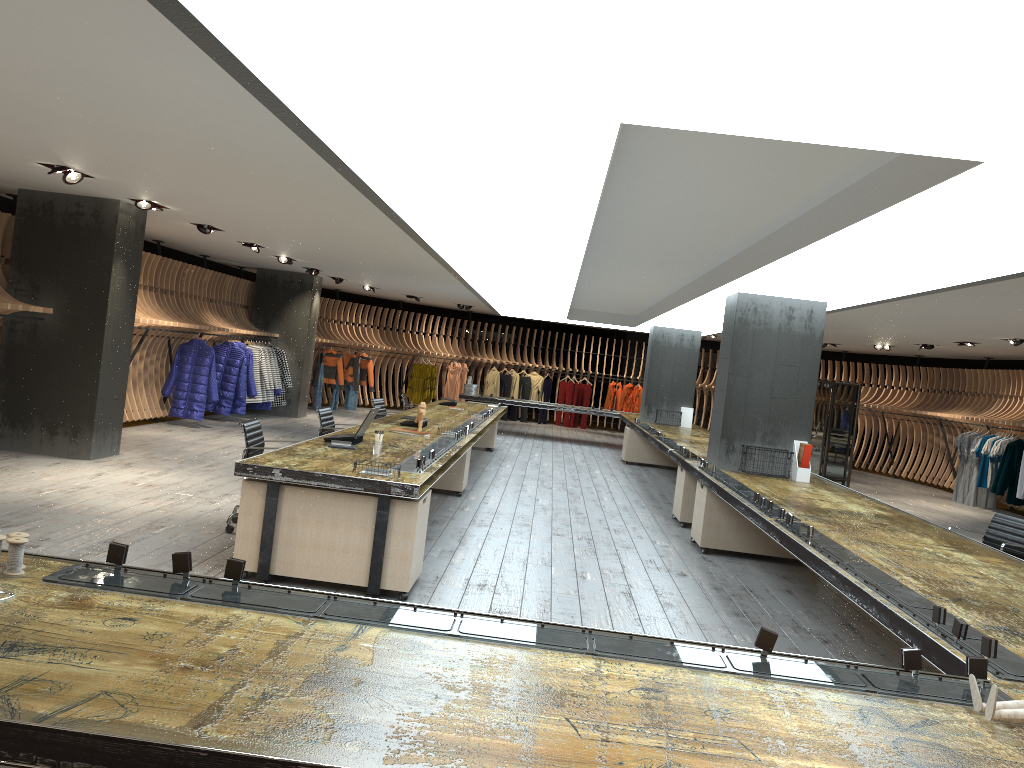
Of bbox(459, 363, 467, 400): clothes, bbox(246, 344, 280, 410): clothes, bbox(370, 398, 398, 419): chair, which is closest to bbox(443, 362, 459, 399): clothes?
bbox(459, 363, 467, 400): clothes

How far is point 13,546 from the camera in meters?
2.7

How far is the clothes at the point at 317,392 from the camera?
19.4 meters

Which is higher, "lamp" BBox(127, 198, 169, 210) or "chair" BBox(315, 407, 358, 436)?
"lamp" BBox(127, 198, 169, 210)

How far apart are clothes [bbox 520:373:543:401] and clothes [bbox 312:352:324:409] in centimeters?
626cm

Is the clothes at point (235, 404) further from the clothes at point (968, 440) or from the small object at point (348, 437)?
the clothes at point (968, 440)

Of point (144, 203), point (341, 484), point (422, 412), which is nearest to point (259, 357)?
point (144, 203)

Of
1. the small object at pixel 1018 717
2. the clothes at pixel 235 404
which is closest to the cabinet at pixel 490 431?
the clothes at pixel 235 404

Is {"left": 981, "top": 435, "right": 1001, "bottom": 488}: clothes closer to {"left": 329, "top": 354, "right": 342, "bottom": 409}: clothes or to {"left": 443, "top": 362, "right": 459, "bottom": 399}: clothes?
{"left": 443, "top": 362, "right": 459, "bottom": 399}: clothes

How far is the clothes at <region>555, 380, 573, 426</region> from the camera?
23.6 meters
